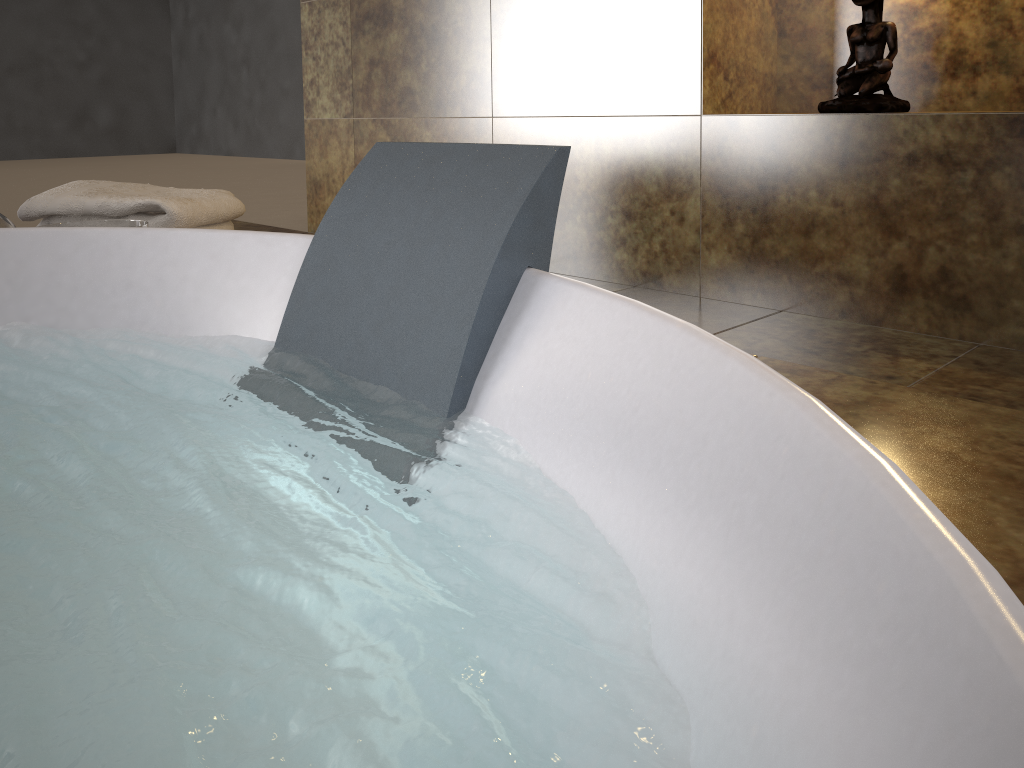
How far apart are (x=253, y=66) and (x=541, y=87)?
6.2 meters

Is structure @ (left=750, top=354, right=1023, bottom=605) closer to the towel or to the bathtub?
the bathtub

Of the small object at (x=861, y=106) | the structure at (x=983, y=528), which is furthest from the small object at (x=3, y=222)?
the small object at (x=861, y=106)

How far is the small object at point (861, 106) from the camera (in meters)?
1.40

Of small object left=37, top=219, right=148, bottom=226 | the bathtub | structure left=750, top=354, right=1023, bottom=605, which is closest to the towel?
small object left=37, top=219, right=148, bottom=226

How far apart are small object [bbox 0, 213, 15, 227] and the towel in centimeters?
11cm

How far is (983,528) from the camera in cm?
52

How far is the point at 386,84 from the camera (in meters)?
2.27

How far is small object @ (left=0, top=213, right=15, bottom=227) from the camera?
1.3 meters

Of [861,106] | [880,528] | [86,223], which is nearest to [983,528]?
[880,528]
